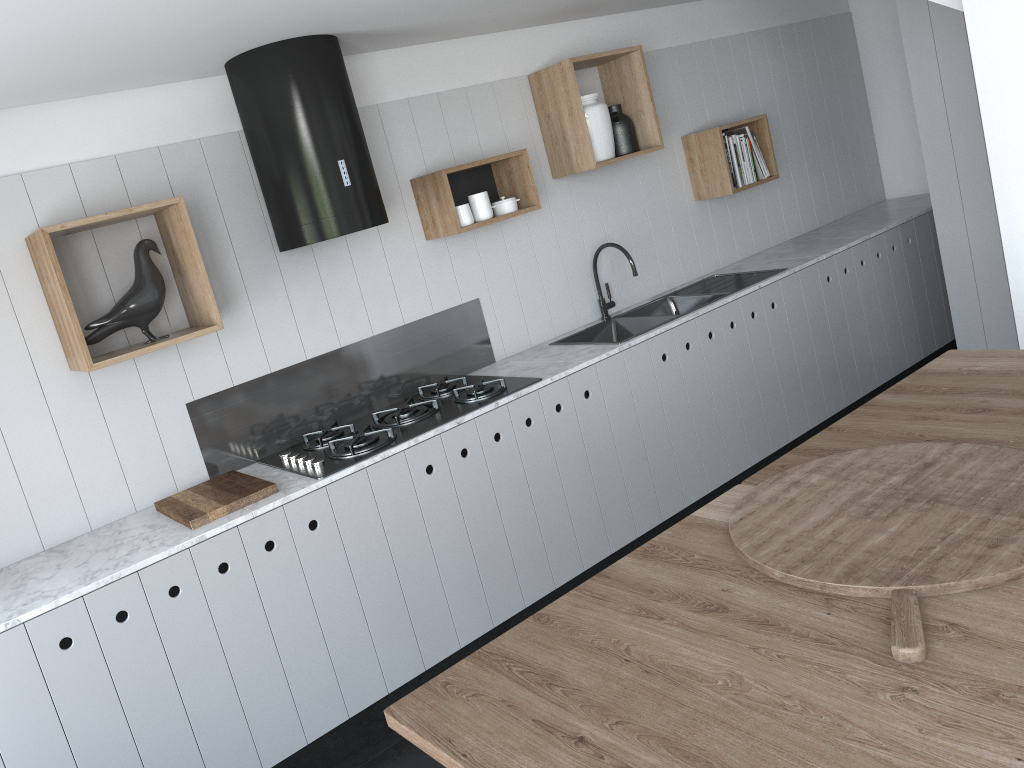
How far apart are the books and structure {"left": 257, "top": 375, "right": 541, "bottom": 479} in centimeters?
207cm

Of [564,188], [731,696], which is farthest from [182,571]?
[564,188]

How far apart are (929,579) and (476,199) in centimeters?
A: 254cm

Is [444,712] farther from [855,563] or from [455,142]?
[455,142]

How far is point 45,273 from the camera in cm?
269

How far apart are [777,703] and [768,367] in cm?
310

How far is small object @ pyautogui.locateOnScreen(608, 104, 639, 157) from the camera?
4.1 meters

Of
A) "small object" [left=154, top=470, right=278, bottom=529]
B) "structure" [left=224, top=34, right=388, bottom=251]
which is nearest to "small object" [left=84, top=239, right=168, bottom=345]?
"structure" [left=224, top=34, right=388, bottom=251]

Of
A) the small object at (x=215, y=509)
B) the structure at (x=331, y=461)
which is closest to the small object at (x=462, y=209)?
the structure at (x=331, y=461)

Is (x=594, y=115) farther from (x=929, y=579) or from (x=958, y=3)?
(x=929, y=579)
